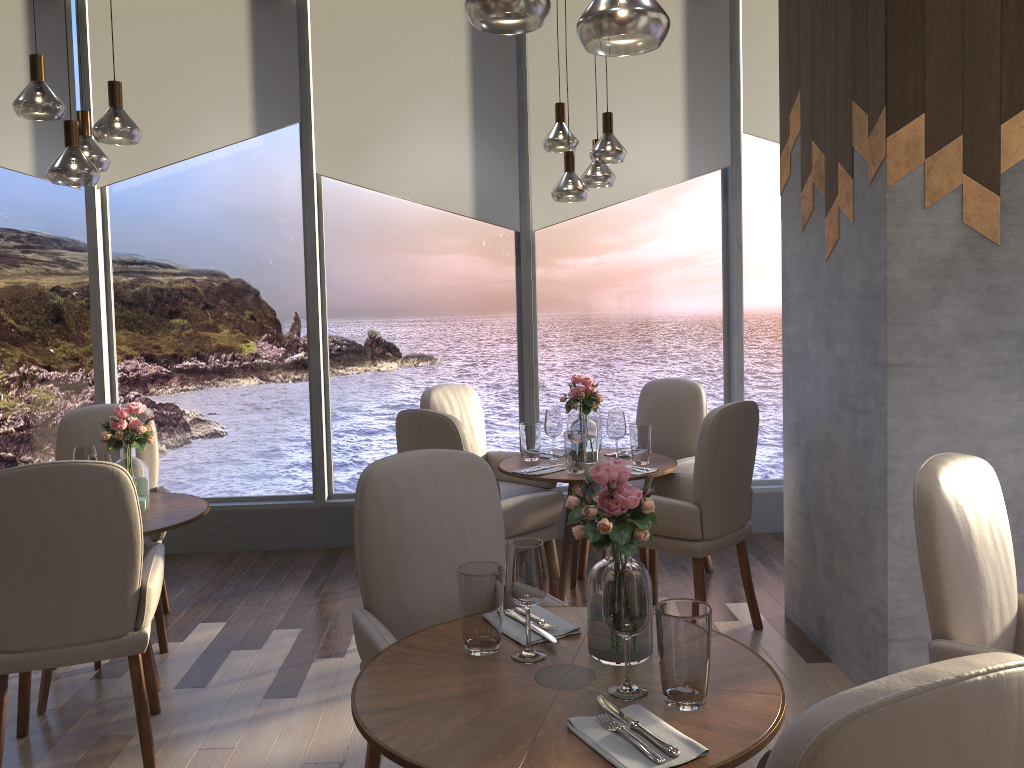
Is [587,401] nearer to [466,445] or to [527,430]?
[527,430]

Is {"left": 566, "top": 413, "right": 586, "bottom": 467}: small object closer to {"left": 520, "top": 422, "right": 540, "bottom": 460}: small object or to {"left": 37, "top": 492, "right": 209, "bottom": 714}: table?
{"left": 520, "top": 422, "right": 540, "bottom": 460}: small object

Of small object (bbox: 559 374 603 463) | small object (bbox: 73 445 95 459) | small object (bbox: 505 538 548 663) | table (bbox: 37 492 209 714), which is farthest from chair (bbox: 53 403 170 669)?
small object (bbox: 505 538 548 663)

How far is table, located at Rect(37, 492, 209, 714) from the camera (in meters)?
3.14

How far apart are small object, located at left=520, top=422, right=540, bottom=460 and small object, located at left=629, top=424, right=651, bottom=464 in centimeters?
46cm

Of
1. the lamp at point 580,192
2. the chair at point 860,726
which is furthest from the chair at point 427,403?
the chair at point 860,726

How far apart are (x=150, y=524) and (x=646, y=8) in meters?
2.5 m

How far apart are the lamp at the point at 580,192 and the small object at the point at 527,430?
1.06m

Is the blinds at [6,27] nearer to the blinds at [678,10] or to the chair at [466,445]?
the blinds at [678,10]

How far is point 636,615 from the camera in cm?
163
